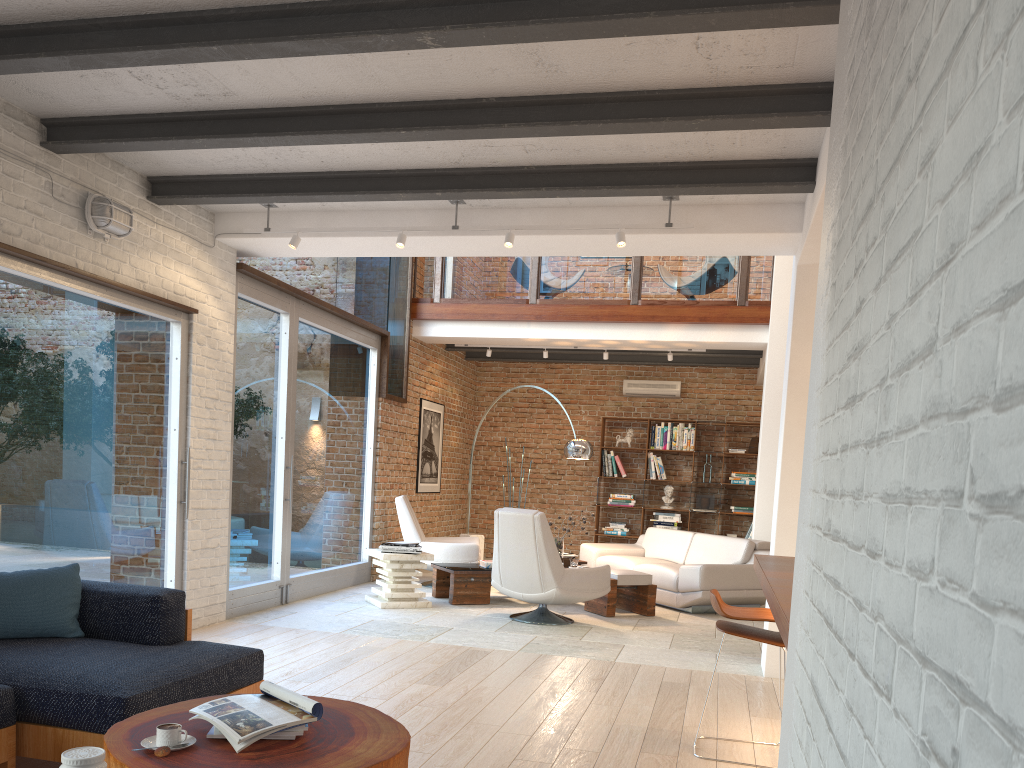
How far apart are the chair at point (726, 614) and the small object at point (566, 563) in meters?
4.4

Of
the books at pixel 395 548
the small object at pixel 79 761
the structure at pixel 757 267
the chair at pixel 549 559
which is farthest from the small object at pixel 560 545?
the small object at pixel 79 761

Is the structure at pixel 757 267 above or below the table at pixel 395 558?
above

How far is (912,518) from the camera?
0.90m

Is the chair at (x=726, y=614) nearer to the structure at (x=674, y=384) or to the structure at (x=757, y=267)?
the structure at (x=757, y=267)

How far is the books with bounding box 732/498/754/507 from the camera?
11.99m

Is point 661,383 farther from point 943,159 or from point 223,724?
point 943,159

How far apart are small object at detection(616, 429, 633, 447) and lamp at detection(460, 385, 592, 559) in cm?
316

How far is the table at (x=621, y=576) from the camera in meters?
8.0

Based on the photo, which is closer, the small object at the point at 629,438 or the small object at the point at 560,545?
the small object at the point at 560,545
